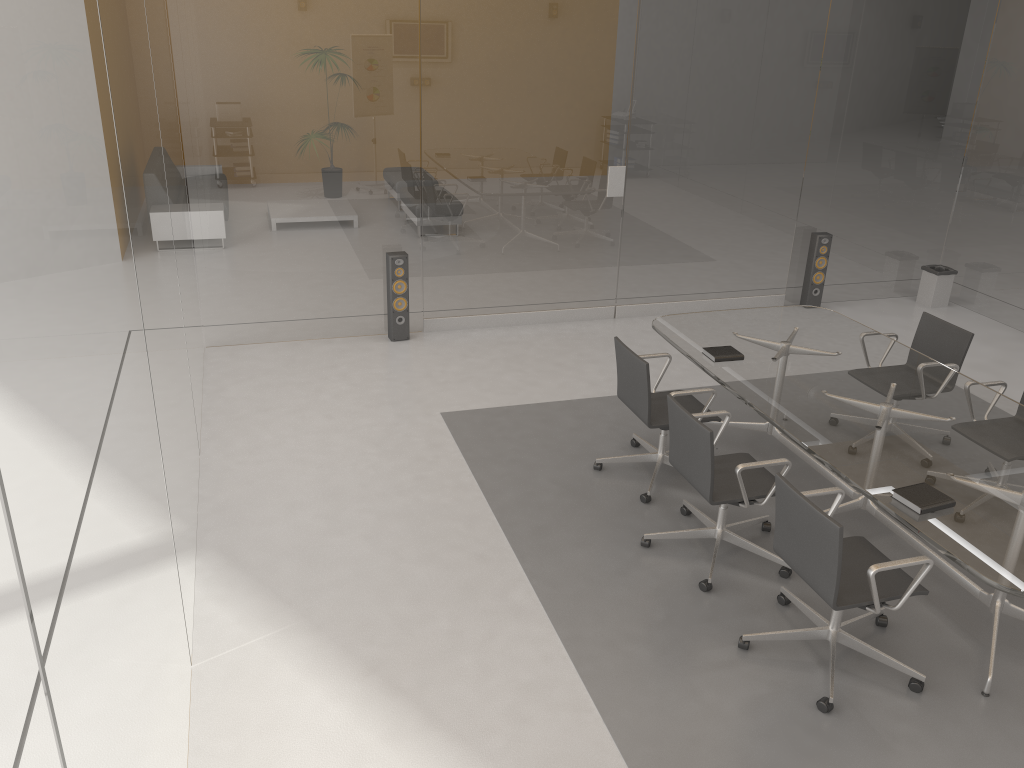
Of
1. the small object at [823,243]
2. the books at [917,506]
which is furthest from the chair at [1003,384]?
the small object at [823,243]

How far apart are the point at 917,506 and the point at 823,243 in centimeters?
493cm

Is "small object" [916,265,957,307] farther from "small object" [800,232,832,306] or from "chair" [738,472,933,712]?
"chair" [738,472,933,712]

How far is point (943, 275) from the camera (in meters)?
8.26

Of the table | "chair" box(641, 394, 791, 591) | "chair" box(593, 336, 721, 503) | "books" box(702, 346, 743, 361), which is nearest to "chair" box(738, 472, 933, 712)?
the table

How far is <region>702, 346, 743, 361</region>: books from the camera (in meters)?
4.92

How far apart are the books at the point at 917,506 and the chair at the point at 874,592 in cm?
21

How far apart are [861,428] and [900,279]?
5.0m

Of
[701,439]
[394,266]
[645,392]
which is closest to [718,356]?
[645,392]

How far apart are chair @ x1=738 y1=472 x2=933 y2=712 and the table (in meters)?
0.07
